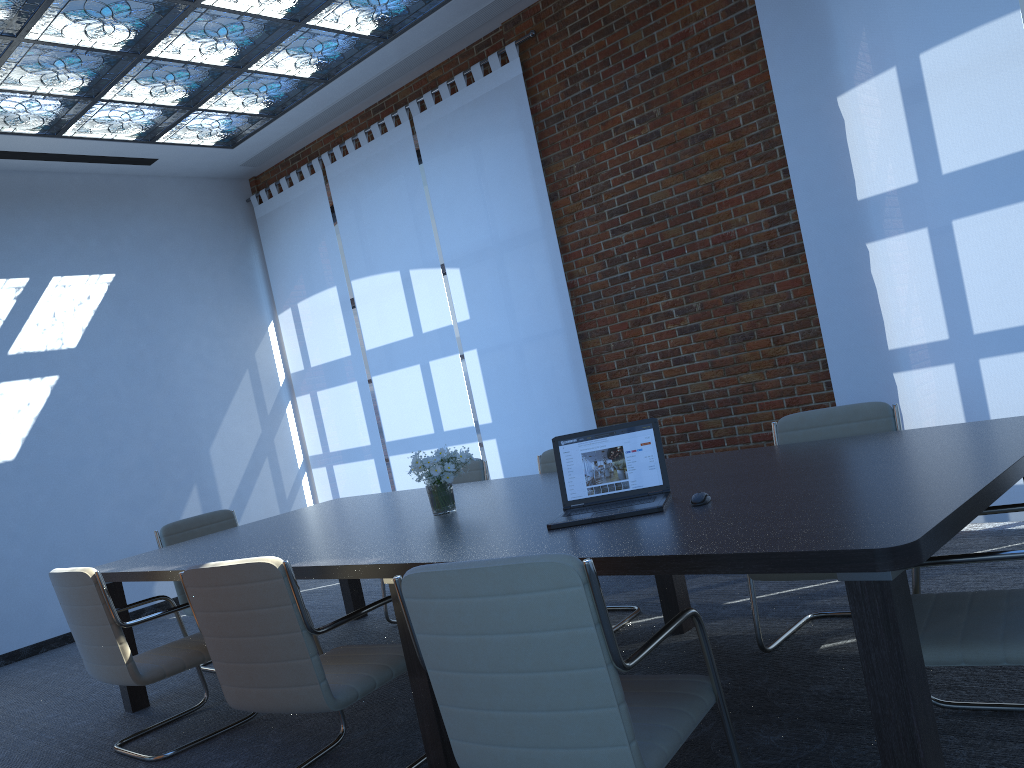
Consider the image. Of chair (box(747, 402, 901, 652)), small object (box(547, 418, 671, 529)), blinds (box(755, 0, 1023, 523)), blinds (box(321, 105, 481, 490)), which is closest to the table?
small object (box(547, 418, 671, 529))

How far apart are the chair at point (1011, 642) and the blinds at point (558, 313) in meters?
3.9

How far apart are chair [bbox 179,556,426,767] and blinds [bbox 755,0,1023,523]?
3.2m

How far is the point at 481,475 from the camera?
5.50m

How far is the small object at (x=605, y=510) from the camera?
2.96m

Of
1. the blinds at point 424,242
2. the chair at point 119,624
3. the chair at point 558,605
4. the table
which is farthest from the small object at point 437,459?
the blinds at point 424,242

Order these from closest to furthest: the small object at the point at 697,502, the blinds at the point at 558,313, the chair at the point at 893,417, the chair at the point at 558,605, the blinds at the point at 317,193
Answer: the chair at the point at 558,605
the small object at the point at 697,502
the chair at the point at 893,417
the blinds at the point at 558,313
the blinds at the point at 317,193

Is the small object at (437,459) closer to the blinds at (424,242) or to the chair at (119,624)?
the chair at (119,624)

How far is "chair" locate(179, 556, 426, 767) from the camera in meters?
2.9 m

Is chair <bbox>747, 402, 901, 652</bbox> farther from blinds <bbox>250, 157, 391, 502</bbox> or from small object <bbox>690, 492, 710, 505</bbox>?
blinds <bbox>250, 157, 391, 502</bbox>
